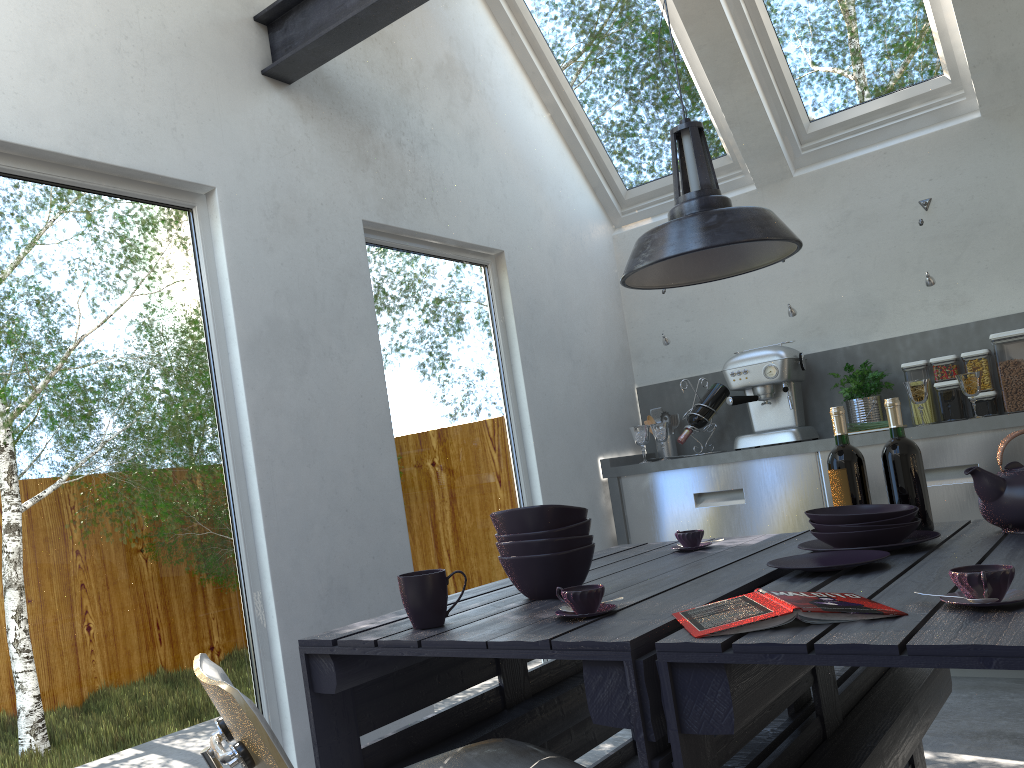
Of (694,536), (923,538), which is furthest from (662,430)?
(923,538)

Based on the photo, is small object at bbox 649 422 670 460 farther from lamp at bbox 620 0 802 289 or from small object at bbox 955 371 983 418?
lamp at bbox 620 0 802 289

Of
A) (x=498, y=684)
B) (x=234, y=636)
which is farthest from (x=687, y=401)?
(x=234, y=636)

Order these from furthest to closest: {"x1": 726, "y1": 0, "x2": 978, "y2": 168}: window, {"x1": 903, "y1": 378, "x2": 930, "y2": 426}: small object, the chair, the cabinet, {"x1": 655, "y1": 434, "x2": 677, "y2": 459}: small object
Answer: {"x1": 655, "y1": 434, "x2": 677, "y2": 459}: small object, {"x1": 726, "y1": 0, "x2": 978, "y2": 168}: window, {"x1": 903, "y1": 378, "x2": 930, "y2": 426}: small object, the cabinet, the chair

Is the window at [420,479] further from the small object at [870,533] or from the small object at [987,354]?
the small object at [987,354]

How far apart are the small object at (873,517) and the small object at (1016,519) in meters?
0.2 m

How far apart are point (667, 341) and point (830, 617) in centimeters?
341cm

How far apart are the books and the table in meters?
0.0

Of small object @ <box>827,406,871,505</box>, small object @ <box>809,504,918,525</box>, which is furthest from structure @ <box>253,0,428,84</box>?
small object @ <box>809,504,918,525</box>

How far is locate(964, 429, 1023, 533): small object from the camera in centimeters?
204cm
